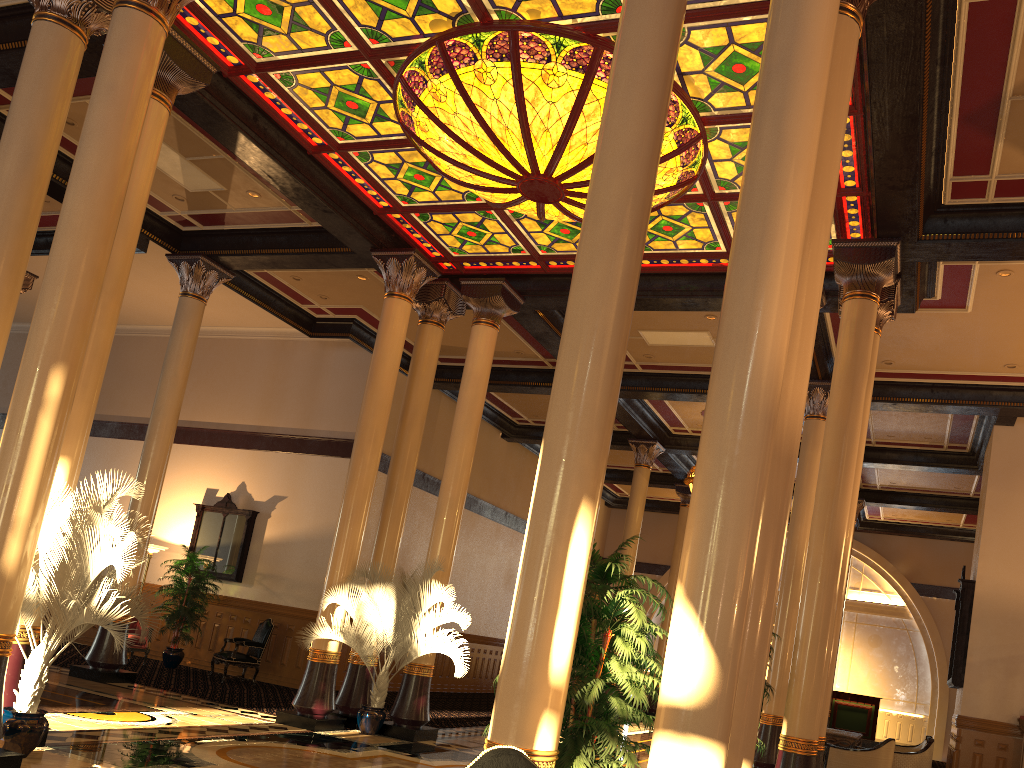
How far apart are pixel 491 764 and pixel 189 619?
13.38m

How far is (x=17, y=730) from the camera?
6.2 meters

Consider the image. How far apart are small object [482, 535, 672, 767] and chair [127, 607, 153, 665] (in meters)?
11.39

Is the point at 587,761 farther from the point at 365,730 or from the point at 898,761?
the point at 898,761

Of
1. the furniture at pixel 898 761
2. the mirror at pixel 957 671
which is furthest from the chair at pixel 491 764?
the mirror at pixel 957 671

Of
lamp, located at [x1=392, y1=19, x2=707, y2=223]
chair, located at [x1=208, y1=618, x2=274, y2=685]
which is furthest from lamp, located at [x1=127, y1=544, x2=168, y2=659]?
lamp, located at [x1=392, y1=19, x2=707, y2=223]

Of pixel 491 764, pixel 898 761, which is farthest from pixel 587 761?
pixel 898 761

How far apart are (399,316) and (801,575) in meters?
6.6

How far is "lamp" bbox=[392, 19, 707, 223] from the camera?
7.4m

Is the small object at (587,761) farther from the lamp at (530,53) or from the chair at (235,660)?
the chair at (235,660)
